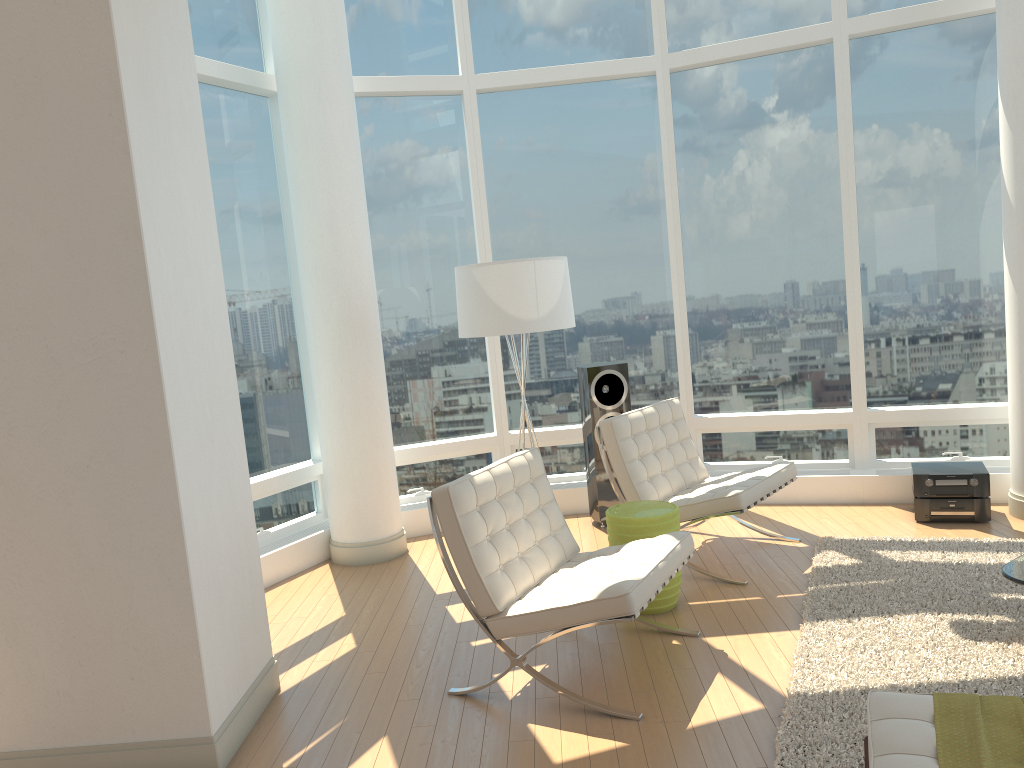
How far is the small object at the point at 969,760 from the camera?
2.10m

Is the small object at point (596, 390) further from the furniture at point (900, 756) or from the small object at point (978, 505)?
the furniture at point (900, 756)

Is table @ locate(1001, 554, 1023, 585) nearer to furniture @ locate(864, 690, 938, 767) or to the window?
furniture @ locate(864, 690, 938, 767)

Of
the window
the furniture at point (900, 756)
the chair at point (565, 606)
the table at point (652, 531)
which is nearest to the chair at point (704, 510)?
the table at point (652, 531)

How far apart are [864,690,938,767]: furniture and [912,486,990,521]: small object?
3.6m

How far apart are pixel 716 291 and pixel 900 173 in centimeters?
153cm

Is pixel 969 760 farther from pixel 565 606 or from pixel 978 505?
pixel 978 505

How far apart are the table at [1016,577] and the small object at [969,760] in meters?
1.3

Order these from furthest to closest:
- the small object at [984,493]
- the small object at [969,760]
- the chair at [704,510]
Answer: the small object at [984,493] < the chair at [704,510] < the small object at [969,760]

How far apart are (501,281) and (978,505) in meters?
3.4
